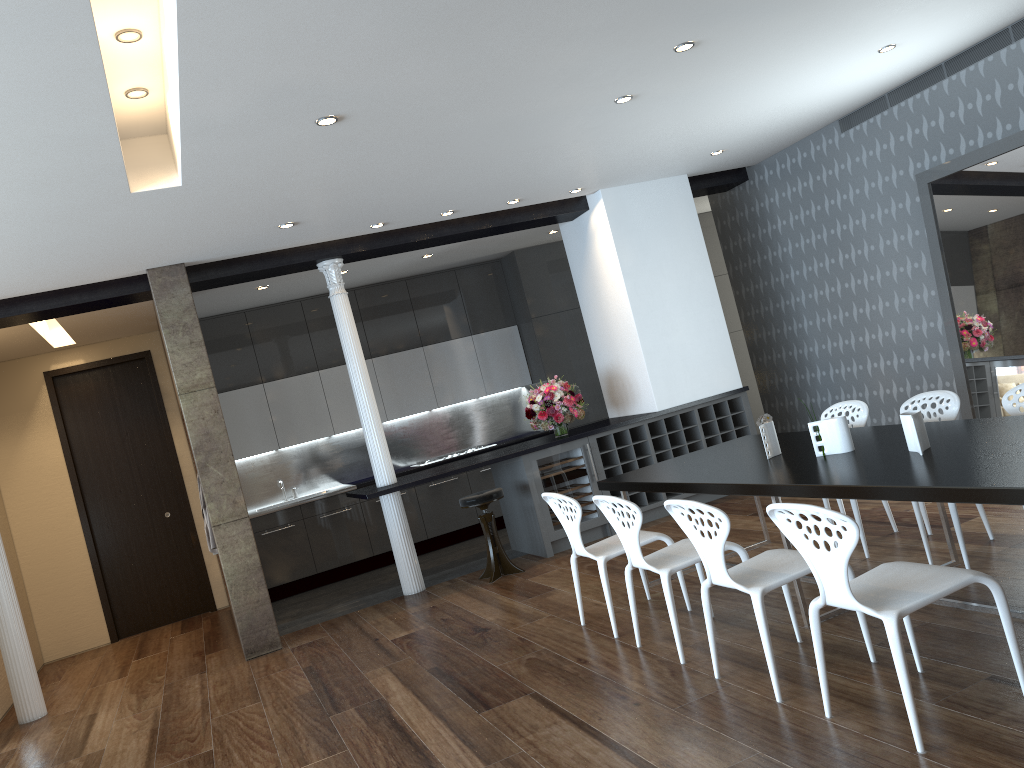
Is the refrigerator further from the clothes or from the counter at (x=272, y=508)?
the clothes

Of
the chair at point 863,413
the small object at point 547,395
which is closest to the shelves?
the small object at point 547,395

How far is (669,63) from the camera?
4.98m

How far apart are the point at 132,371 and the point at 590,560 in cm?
536

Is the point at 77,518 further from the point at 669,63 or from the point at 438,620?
the point at 669,63

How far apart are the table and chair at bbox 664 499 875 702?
0.20m

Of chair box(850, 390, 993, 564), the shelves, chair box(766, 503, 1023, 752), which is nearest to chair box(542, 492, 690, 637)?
chair box(850, 390, 993, 564)

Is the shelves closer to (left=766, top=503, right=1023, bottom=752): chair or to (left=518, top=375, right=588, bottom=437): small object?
(left=518, top=375, right=588, bottom=437): small object

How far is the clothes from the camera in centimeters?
713cm

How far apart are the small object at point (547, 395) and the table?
2.05m
